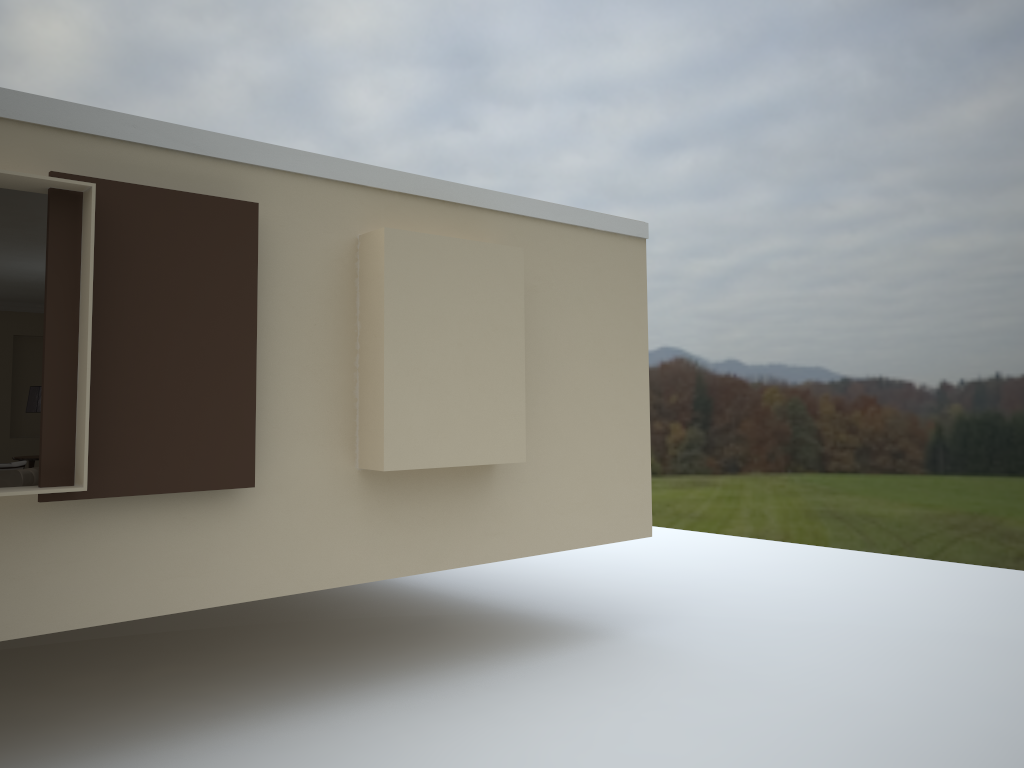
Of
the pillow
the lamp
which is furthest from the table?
the pillow

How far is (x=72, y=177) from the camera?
4.00m

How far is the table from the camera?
8.4 meters

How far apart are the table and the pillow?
2.5 meters

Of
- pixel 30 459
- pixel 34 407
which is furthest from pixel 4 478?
pixel 34 407

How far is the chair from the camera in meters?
5.9 m

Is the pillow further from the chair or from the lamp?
the lamp

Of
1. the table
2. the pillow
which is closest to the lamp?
the table

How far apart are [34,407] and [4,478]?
2.9m

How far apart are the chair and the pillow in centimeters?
10cm
